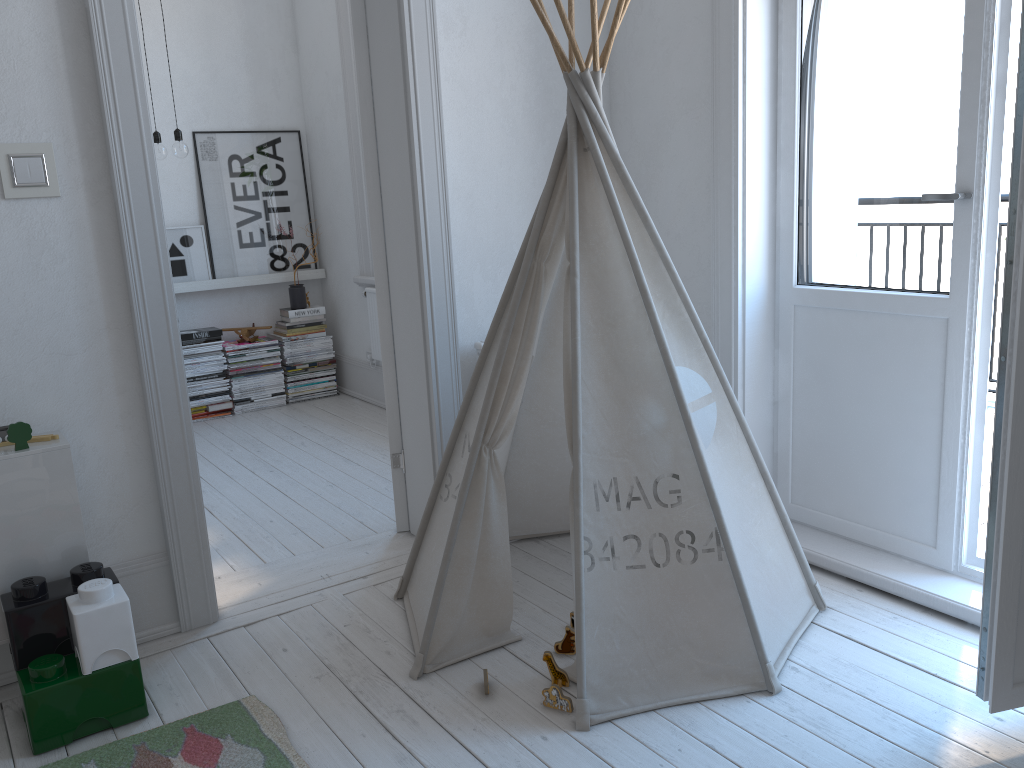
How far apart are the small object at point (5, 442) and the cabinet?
0.03m

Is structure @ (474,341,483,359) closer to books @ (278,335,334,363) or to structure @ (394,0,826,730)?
structure @ (394,0,826,730)

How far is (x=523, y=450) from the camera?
2.8m

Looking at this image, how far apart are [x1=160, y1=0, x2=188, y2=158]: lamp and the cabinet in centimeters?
235cm

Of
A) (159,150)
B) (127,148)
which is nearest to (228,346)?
(159,150)

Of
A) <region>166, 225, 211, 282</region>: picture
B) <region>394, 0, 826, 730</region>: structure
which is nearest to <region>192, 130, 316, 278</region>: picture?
<region>166, 225, 211, 282</region>: picture

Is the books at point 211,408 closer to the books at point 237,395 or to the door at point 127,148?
the books at point 237,395

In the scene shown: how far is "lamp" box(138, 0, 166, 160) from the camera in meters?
4.2

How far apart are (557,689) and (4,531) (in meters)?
1.34

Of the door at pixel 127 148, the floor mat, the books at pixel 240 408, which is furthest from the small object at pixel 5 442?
the books at pixel 240 408
